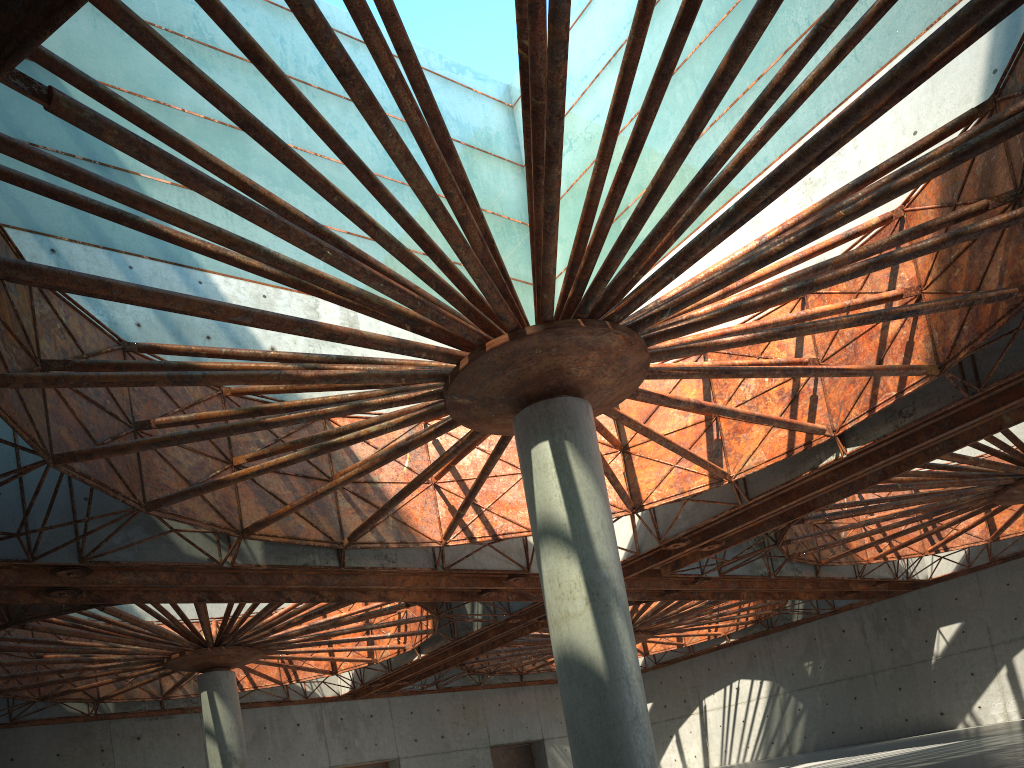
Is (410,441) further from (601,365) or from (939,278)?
(939,278)

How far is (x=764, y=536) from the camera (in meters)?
46.13

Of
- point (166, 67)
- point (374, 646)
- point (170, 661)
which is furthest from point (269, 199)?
point (374, 646)
